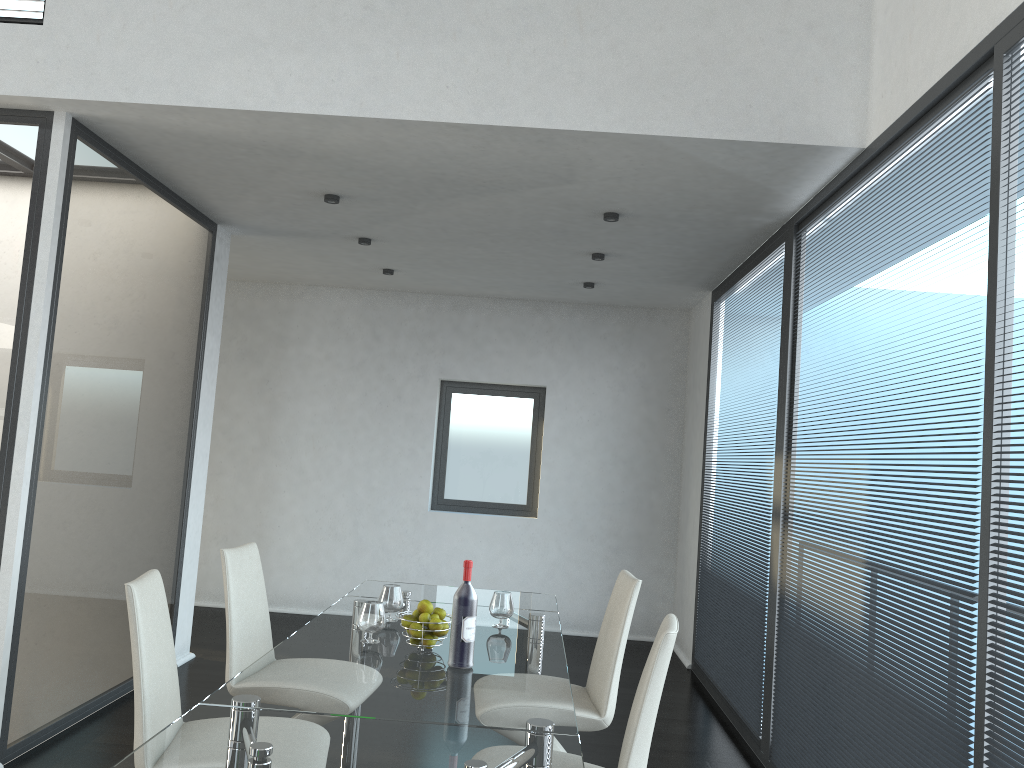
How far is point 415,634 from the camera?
2.9m

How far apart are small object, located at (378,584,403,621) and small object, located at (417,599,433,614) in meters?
0.5

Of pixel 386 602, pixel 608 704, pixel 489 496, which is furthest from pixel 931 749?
pixel 489 496

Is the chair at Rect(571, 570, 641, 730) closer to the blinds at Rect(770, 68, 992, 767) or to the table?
the table

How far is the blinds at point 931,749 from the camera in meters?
2.6

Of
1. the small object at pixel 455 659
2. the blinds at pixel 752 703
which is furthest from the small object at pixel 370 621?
the blinds at pixel 752 703

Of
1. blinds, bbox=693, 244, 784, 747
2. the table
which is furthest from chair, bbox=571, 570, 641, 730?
blinds, bbox=693, 244, 784, 747

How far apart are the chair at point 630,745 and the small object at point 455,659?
0.57m

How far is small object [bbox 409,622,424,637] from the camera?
2.9 meters

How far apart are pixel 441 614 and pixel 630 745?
0.9m
